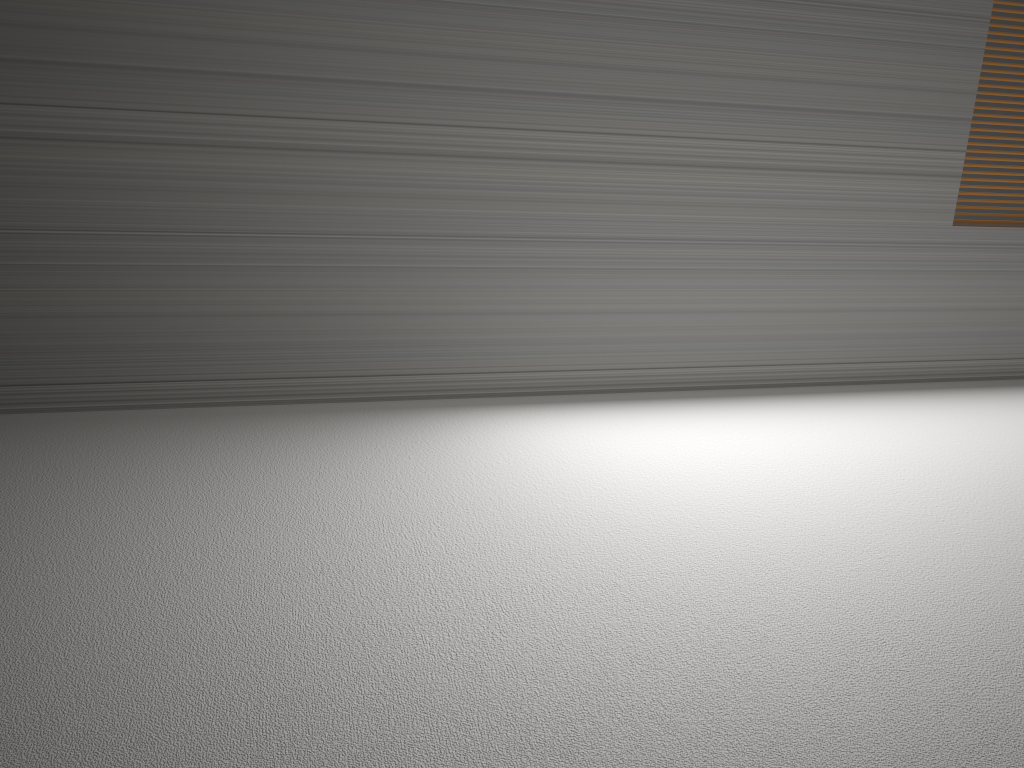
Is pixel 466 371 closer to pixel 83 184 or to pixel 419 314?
pixel 419 314

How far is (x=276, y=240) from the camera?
2.86m
